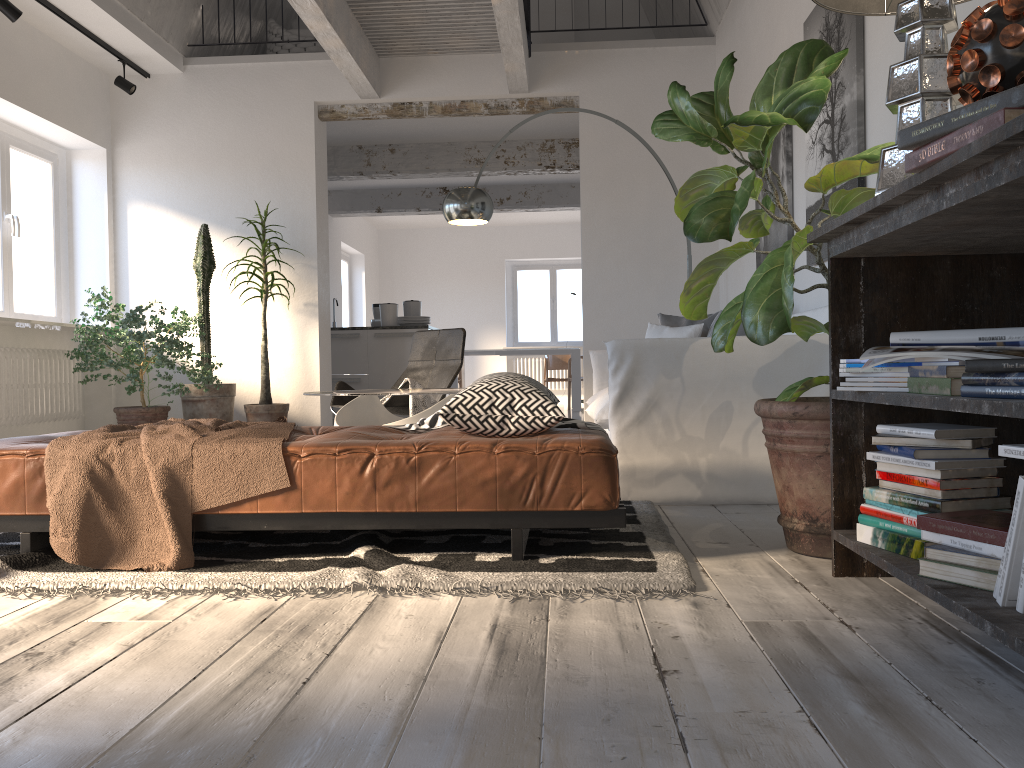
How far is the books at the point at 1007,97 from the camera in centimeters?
134cm

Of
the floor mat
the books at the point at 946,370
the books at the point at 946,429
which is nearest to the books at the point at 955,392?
the books at the point at 946,370

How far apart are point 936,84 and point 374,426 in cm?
196

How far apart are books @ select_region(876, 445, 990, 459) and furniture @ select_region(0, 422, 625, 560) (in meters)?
0.69

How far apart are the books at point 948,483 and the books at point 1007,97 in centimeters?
74cm

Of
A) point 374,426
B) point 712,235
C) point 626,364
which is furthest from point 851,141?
point 374,426

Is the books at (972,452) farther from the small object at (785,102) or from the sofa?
the sofa

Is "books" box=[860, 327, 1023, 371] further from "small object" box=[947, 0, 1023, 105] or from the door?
the door

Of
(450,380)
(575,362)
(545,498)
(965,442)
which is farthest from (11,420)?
(575,362)

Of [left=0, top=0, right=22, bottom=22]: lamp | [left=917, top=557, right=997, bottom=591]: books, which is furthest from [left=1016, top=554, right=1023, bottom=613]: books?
[left=0, top=0, right=22, bottom=22]: lamp
